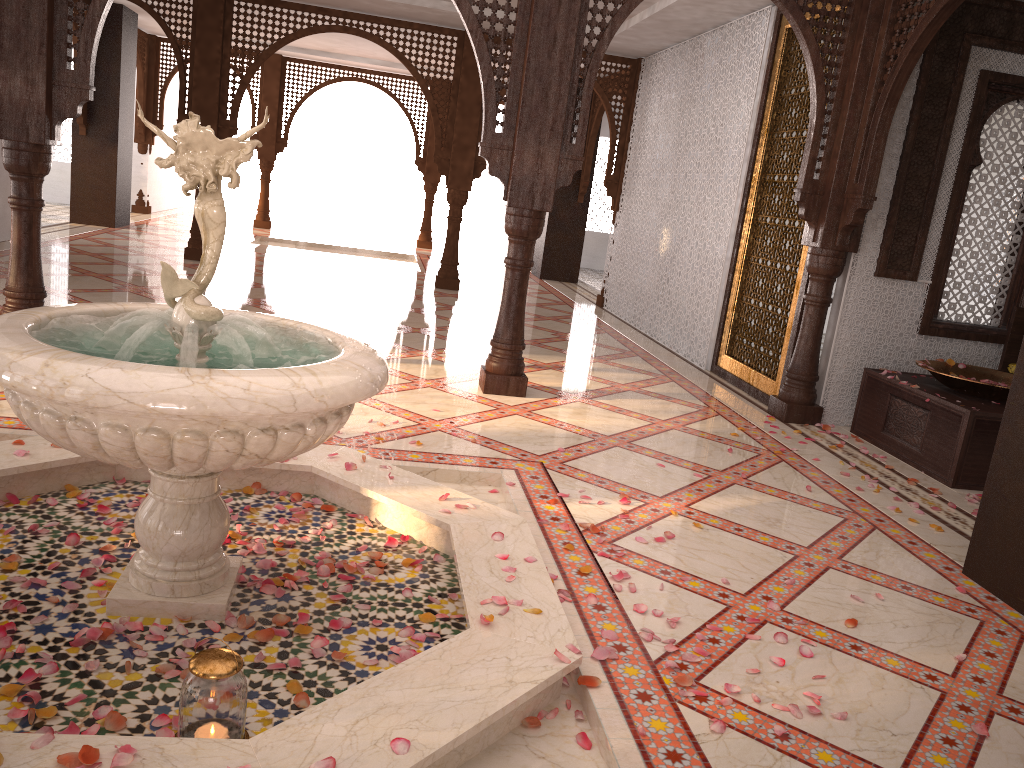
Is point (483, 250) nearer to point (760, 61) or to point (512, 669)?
point (760, 61)

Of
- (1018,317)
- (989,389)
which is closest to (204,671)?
(989,389)

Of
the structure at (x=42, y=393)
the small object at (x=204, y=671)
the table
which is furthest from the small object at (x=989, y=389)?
the small object at (x=204, y=671)

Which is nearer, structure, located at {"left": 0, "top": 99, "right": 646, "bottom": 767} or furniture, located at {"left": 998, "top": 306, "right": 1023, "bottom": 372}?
structure, located at {"left": 0, "top": 99, "right": 646, "bottom": 767}

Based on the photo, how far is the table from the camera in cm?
462

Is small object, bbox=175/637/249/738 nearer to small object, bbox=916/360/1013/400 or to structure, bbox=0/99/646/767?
structure, bbox=0/99/646/767

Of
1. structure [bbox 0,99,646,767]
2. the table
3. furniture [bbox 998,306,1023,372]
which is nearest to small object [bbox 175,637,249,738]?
structure [bbox 0,99,646,767]

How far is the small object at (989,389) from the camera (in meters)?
4.89

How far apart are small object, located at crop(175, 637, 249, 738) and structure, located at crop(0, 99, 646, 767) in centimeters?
7cm

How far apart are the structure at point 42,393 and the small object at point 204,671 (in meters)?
0.07
